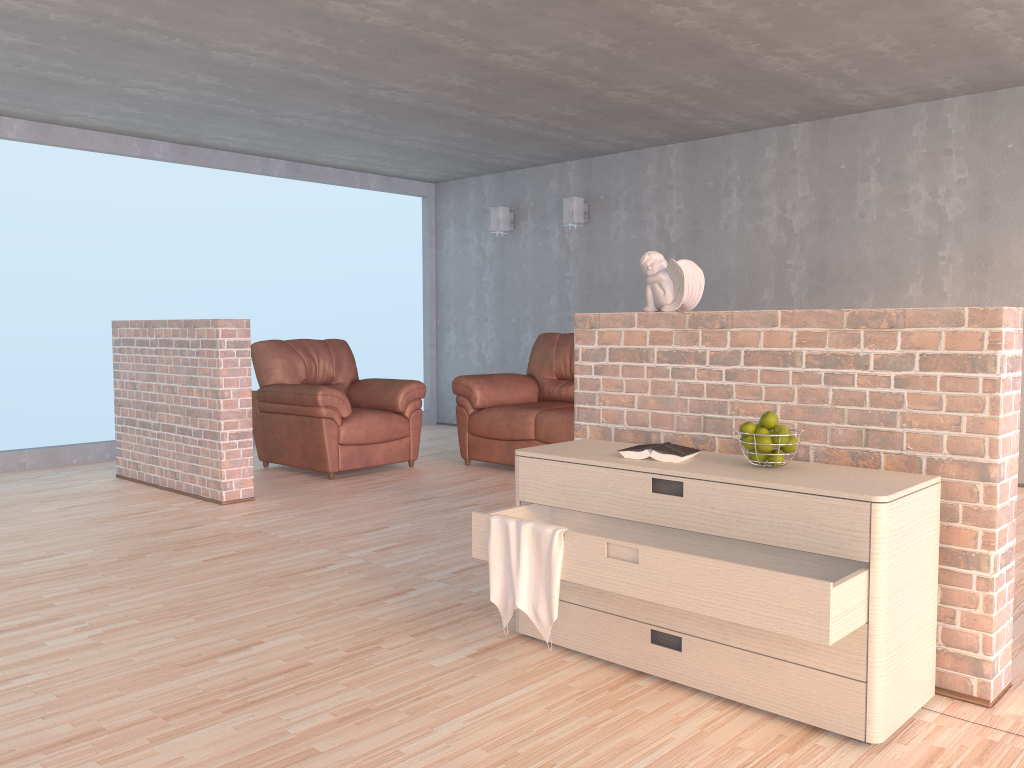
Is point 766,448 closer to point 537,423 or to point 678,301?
point 678,301

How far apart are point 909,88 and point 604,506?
4.2m

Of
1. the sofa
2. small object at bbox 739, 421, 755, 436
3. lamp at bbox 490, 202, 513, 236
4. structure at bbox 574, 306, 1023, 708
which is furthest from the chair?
small object at bbox 739, 421, 755, 436

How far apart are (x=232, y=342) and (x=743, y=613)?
3.7 meters

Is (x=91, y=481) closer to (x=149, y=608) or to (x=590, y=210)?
(x=149, y=608)

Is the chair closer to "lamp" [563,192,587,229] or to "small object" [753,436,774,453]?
"lamp" [563,192,587,229]

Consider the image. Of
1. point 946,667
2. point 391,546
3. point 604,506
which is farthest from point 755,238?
point 946,667

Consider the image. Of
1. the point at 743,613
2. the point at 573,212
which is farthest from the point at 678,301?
the point at 573,212

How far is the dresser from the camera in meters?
2.1 m

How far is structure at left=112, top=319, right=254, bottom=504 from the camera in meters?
5.0
